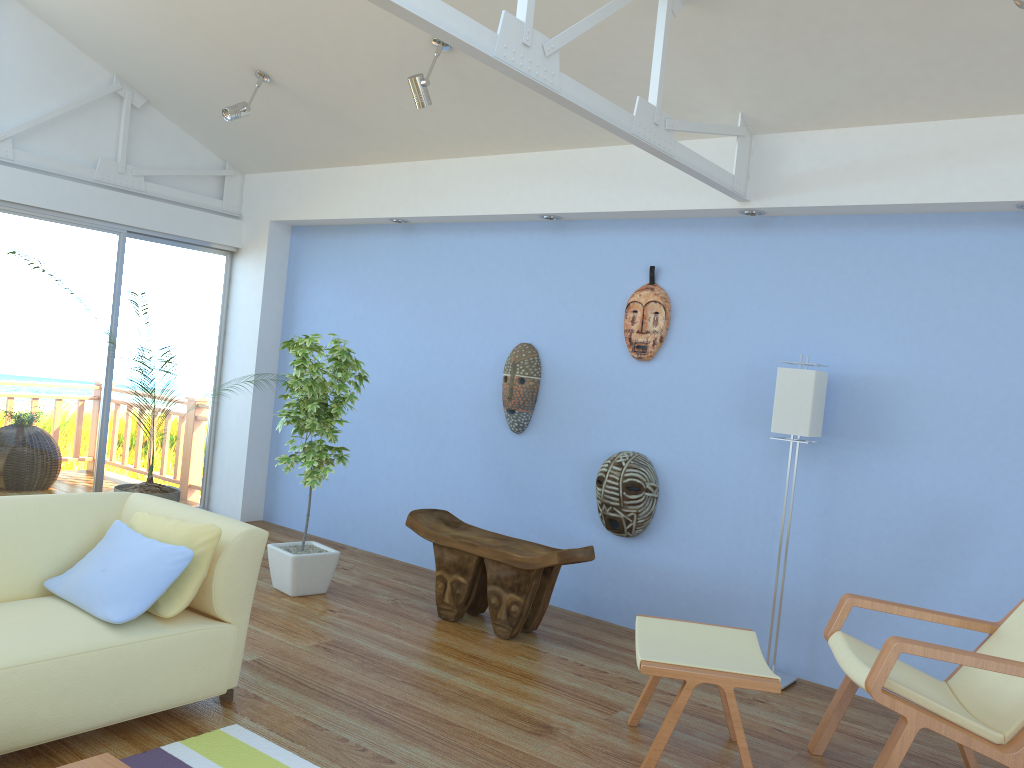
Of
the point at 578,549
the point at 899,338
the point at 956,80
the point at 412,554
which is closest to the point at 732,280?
the point at 899,338

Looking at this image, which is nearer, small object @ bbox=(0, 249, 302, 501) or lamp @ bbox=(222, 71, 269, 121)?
lamp @ bbox=(222, 71, 269, 121)

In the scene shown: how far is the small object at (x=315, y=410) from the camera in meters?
4.6 m

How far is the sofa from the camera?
2.6 meters

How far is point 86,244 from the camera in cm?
574

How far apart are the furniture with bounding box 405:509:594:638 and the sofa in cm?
140

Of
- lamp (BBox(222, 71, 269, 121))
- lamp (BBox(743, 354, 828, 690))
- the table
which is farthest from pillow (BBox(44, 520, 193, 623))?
lamp (BBox(222, 71, 269, 121))

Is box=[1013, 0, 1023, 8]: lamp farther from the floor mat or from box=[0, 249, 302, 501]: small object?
box=[0, 249, 302, 501]: small object

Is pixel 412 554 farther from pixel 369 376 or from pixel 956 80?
pixel 956 80

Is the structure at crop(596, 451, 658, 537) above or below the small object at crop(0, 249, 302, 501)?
above
